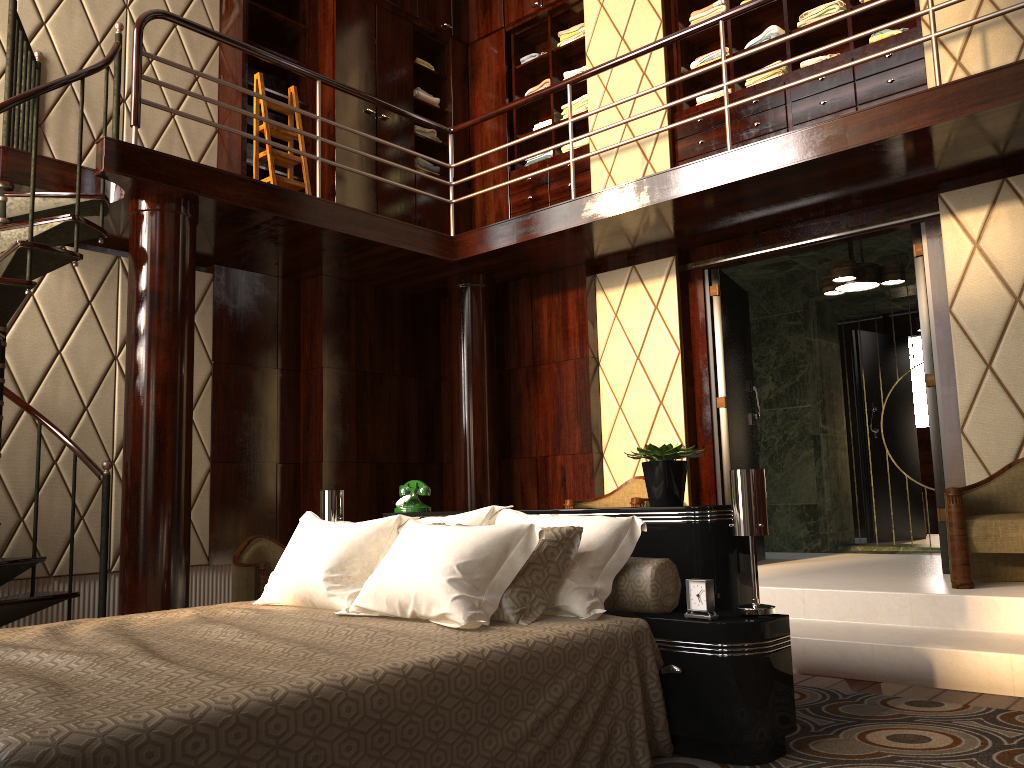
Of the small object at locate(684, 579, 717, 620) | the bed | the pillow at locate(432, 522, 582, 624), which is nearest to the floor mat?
the bed

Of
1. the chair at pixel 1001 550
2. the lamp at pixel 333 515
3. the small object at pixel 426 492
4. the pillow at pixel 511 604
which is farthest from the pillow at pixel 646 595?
the chair at pixel 1001 550

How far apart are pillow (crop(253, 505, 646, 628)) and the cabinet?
3.2m

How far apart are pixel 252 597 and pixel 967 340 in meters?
3.8 m

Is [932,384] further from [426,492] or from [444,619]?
[444,619]

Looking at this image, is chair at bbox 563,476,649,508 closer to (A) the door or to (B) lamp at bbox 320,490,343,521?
(A) the door

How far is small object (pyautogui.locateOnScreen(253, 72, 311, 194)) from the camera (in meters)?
5.27

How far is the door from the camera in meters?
4.5

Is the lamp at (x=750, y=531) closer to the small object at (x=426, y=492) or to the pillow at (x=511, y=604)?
the pillow at (x=511, y=604)

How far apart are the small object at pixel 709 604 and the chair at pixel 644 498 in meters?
2.4 m
